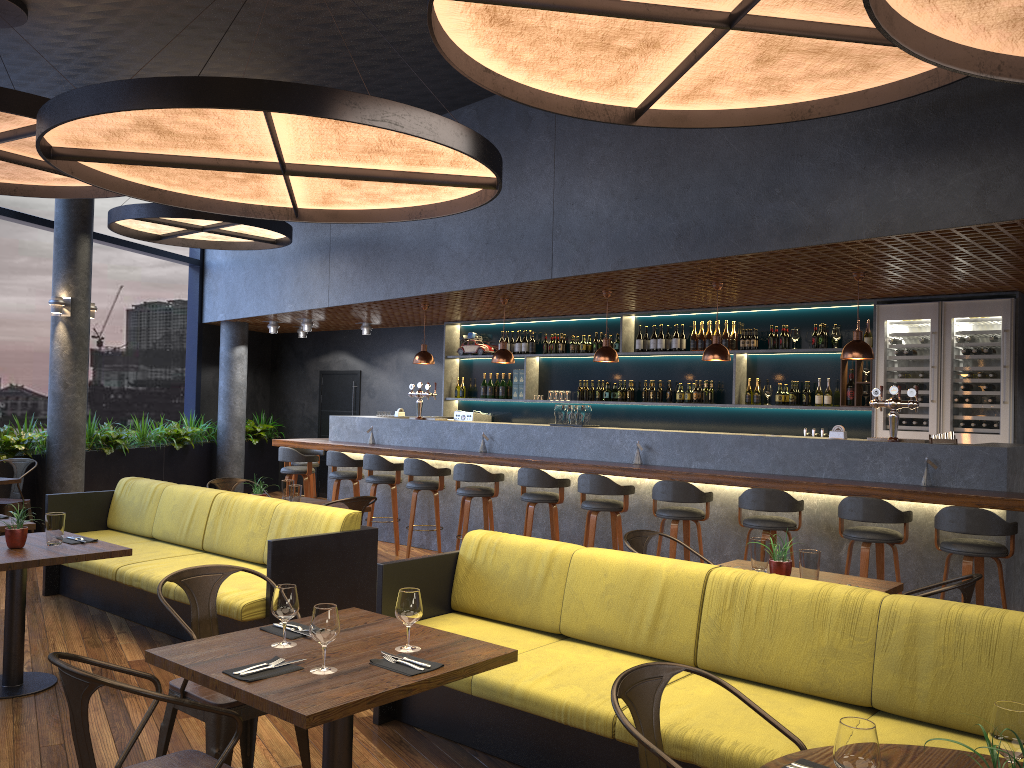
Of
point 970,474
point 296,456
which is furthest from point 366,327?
point 970,474

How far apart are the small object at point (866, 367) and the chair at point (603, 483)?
2.9m

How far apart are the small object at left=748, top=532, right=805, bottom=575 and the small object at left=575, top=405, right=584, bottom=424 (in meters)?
4.11

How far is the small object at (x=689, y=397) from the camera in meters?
9.9 m

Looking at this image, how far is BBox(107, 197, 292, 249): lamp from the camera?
9.16m

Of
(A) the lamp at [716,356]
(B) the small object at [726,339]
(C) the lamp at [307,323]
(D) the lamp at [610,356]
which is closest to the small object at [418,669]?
(A) the lamp at [716,356]

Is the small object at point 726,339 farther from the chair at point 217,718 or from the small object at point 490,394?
the chair at point 217,718

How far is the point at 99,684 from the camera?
2.3 meters

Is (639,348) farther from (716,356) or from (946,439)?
(946,439)

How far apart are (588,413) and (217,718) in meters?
5.7
